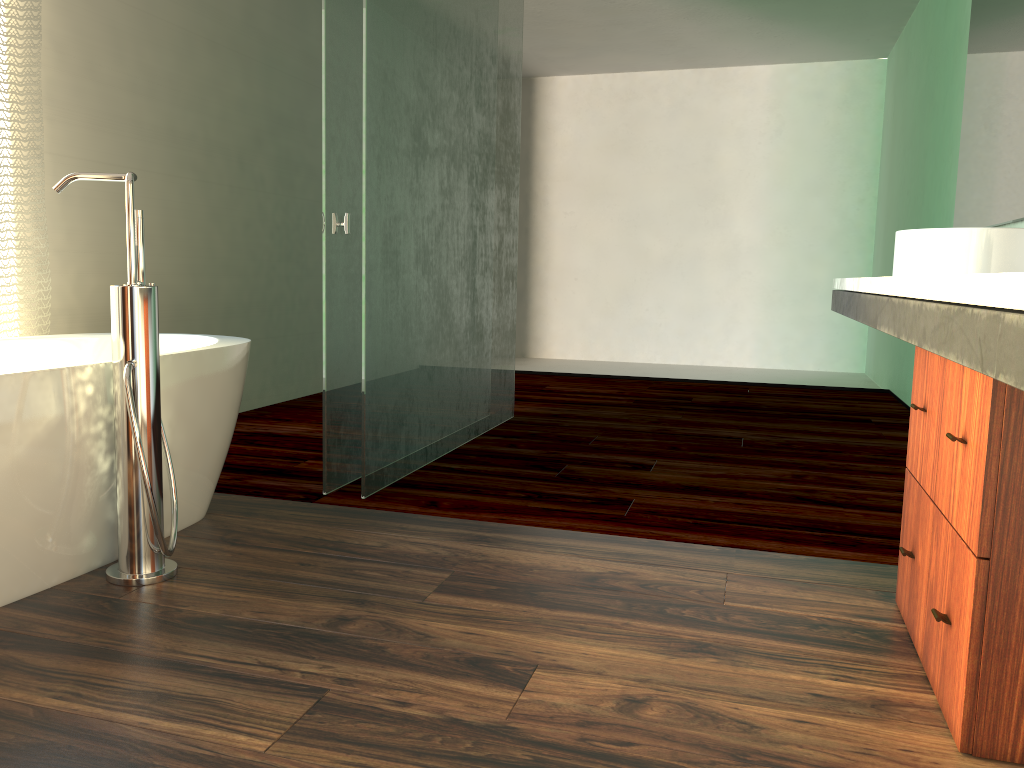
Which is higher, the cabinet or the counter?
the counter

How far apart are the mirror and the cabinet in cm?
146

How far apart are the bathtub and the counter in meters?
1.6 m

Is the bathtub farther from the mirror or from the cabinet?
the mirror

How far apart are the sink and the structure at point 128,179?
1.9 meters

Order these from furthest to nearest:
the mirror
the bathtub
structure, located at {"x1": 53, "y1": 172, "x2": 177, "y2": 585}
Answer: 1. the mirror
2. structure, located at {"x1": 53, "y1": 172, "x2": 177, "y2": 585}
3. the bathtub

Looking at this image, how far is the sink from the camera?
2.26m

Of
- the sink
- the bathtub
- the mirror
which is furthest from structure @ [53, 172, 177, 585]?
the mirror

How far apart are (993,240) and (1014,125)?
1.1m

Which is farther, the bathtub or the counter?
the bathtub
